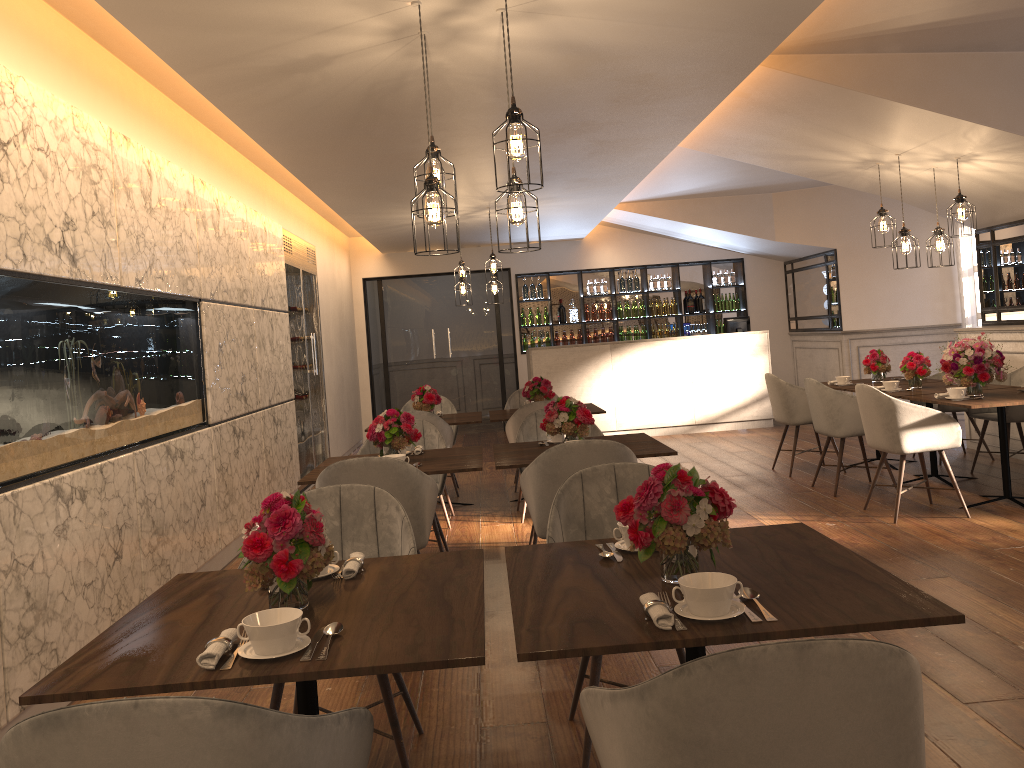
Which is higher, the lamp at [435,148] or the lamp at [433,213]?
the lamp at [435,148]

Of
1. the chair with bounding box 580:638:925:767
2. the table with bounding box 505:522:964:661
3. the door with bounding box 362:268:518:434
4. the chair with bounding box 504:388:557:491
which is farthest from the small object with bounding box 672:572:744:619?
the door with bounding box 362:268:518:434

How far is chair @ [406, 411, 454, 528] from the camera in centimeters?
633cm

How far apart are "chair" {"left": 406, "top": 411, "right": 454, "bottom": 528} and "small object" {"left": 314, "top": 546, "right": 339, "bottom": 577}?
3.80m

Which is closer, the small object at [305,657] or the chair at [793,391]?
the small object at [305,657]

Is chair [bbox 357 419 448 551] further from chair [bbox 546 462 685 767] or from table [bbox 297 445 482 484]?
chair [bbox 546 462 685 767]

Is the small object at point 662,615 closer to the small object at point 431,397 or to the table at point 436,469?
the table at point 436,469

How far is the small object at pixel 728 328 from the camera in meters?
11.1 m

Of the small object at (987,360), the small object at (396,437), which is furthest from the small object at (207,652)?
the small object at (987,360)

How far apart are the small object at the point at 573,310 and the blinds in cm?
494
